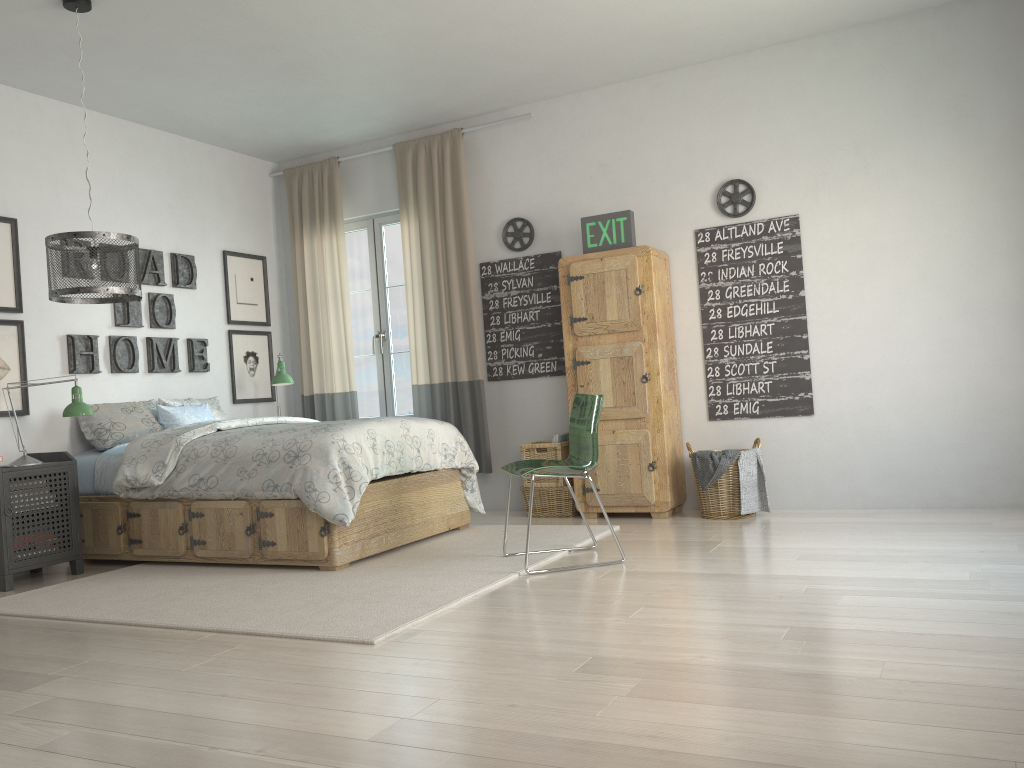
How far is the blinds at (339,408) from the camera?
6.4 meters

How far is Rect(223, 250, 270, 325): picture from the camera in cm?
624

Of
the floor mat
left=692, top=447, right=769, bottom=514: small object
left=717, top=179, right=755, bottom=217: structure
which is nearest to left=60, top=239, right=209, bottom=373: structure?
the floor mat

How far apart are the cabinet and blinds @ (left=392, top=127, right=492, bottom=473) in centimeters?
75cm

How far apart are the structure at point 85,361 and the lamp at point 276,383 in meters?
0.5

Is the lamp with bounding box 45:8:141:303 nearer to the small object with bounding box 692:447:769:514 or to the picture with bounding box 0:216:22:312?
the picture with bounding box 0:216:22:312

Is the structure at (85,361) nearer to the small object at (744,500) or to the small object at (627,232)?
the small object at (627,232)

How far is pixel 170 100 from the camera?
5.26m

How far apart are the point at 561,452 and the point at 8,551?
2.99m

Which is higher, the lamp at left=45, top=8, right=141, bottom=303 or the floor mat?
the lamp at left=45, top=8, right=141, bottom=303
